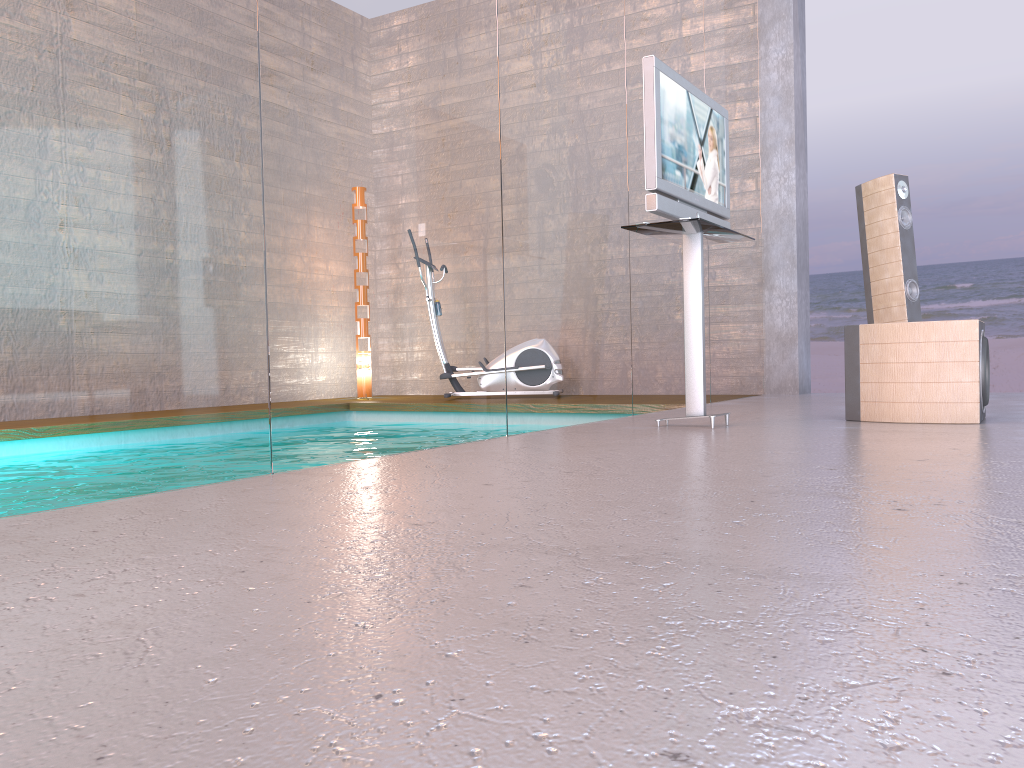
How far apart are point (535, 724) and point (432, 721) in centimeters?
9cm

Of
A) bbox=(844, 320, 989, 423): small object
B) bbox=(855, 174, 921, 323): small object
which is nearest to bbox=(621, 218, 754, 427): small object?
bbox=(844, 320, 989, 423): small object

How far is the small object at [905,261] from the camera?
5.68m

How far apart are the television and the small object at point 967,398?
0.8 meters

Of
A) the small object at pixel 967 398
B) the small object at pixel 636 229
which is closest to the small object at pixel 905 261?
the small object at pixel 967 398

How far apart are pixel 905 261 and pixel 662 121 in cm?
273

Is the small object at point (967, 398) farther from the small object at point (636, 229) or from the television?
the television

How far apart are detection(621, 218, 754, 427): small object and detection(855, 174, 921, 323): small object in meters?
1.9

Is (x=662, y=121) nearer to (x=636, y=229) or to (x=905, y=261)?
(x=636, y=229)

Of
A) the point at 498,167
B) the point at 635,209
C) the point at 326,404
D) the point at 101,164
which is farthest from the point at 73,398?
the point at 635,209
